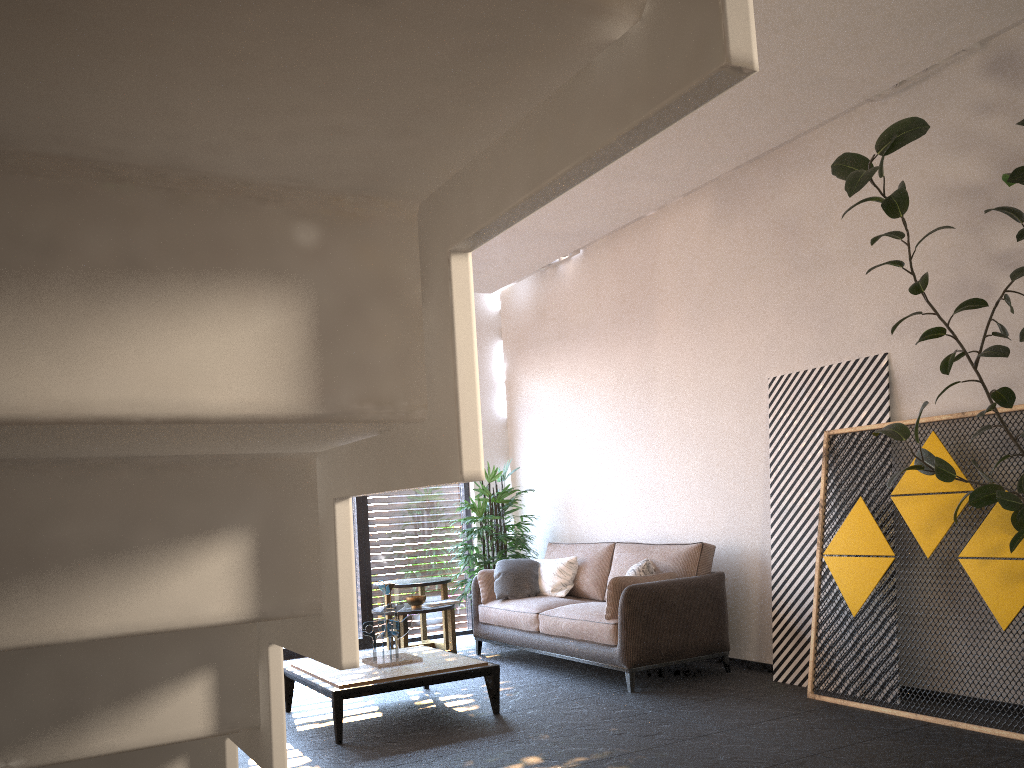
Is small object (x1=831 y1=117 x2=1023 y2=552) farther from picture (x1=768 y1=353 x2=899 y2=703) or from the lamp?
the lamp

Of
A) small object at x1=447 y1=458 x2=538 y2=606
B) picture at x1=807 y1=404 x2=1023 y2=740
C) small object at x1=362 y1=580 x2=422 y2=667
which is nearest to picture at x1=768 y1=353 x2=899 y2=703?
picture at x1=807 y1=404 x2=1023 y2=740

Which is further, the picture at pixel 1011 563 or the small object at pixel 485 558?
the small object at pixel 485 558

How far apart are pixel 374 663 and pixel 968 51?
4.89m

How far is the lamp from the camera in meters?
4.8 m

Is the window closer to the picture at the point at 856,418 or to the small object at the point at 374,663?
the small object at the point at 374,663

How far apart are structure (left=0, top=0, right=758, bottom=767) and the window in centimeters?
700cm

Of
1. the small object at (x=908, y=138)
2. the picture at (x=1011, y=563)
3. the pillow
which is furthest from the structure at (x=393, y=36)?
the pillow

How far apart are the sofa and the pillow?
0.0 meters

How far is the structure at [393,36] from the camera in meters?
0.5
